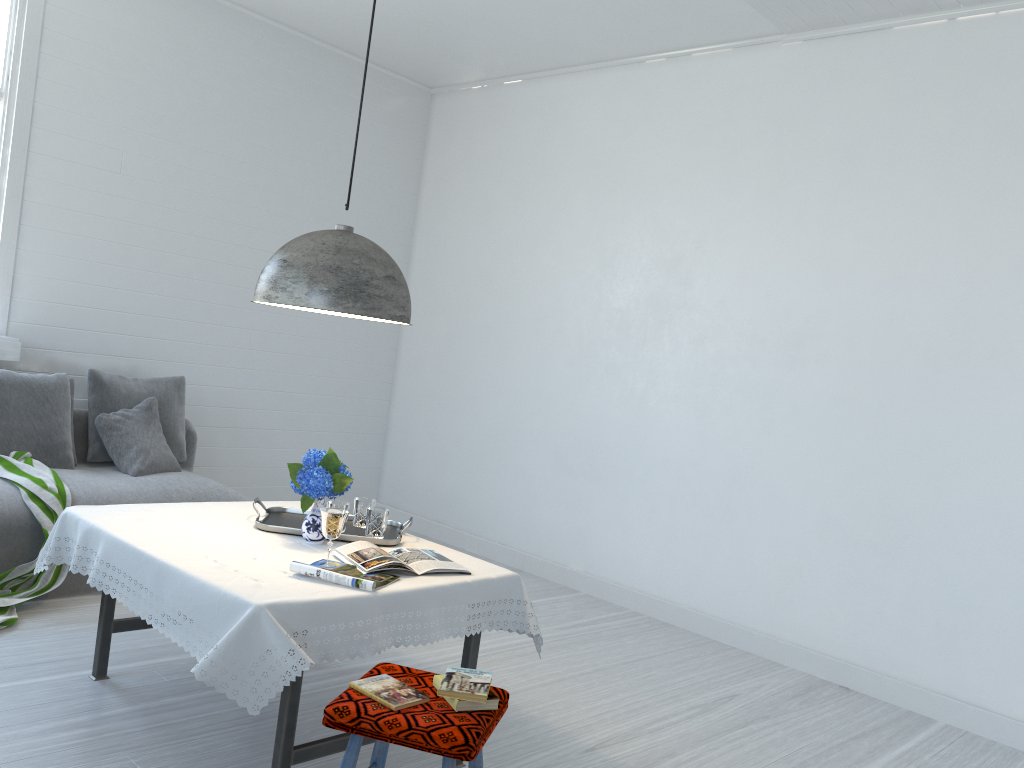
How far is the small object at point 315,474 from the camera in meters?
3.3

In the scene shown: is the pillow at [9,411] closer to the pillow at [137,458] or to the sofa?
the sofa

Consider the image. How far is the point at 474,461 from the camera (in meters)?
6.90

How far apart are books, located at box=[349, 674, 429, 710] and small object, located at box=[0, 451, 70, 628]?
2.36m

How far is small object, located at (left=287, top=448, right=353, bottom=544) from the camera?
3.3 meters

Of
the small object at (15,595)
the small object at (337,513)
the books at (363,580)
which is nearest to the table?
the books at (363,580)

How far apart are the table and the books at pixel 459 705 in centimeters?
35cm

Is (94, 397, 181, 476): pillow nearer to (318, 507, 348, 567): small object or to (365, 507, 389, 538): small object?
(365, 507, 389, 538): small object

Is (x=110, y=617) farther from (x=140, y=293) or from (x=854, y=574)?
(x=854, y=574)

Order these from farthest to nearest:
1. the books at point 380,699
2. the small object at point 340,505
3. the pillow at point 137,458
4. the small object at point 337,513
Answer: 1. the pillow at point 137,458
2. the small object at point 340,505
3. the small object at point 337,513
4. the books at point 380,699
